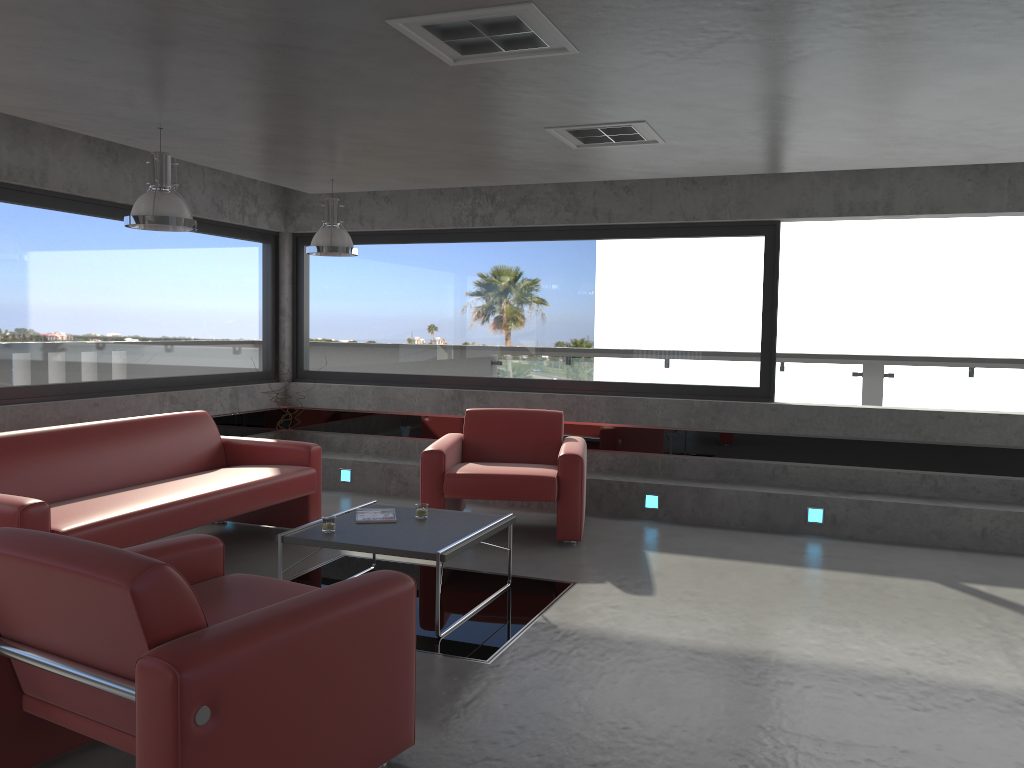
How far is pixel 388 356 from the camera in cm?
868

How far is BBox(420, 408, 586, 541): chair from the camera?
6.24m

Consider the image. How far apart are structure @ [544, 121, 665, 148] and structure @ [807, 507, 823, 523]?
3.2m

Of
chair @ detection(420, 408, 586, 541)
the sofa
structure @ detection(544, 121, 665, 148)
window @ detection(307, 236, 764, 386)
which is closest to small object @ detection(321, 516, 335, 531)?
the sofa

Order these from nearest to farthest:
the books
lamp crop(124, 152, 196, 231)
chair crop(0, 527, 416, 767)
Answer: chair crop(0, 527, 416, 767) → lamp crop(124, 152, 196, 231) → the books

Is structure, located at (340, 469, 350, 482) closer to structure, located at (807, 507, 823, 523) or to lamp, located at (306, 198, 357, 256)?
lamp, located at (306, 198, 357, 256)

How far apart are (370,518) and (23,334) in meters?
3.1 m

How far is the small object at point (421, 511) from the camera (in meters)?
5.18

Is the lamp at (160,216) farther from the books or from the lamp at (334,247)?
the books

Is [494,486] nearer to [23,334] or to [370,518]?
[370,518]
